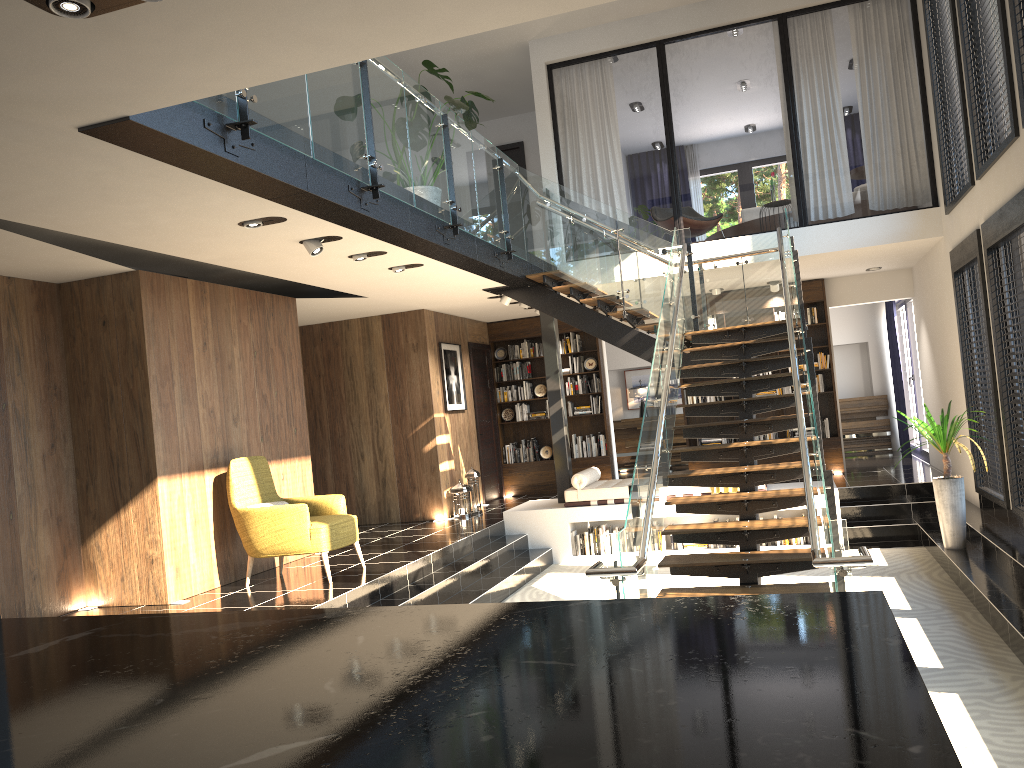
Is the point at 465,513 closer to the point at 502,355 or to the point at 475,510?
the point at 475,510

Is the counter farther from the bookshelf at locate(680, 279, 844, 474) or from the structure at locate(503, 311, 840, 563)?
the bookshelf at locate(680, 279, 844, 474)

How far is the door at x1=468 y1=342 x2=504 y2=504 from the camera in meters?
13.0 m

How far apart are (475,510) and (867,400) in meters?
7.5 m

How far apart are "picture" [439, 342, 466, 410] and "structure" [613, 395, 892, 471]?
4.8m

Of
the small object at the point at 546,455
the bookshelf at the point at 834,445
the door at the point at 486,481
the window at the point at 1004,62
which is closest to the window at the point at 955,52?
the window at the point at 1004,62

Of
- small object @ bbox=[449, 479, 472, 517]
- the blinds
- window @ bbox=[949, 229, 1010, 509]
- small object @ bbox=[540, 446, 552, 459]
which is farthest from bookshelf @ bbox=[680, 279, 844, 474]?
small object @ bbox=[449, 479, 472, 517]

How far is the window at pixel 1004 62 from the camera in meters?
6.4

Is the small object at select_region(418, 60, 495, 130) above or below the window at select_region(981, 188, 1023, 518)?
above

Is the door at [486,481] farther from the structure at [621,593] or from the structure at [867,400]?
the structure at [867,400]
